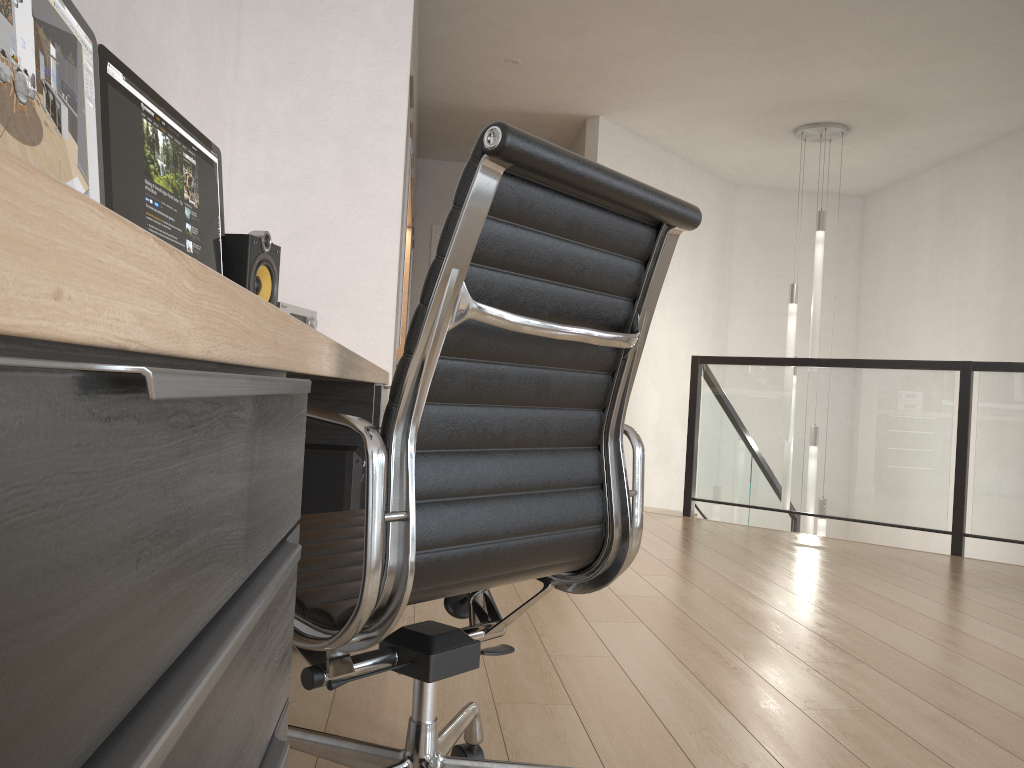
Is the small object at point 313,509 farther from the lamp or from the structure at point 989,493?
the lamp

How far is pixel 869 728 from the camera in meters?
2.0 m

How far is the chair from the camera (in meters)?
0.99

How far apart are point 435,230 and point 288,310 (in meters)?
5.26

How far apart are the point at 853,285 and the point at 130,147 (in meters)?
7.55

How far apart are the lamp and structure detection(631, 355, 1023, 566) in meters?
0.3

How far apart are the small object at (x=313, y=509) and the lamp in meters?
4.5 m

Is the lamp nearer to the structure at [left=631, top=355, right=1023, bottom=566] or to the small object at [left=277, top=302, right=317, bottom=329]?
the structure at [left=631, top=355, right=1023, bottom=566]

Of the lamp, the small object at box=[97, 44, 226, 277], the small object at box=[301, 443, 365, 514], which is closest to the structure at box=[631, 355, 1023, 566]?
the lamp

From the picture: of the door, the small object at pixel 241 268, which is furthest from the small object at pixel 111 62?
the door
